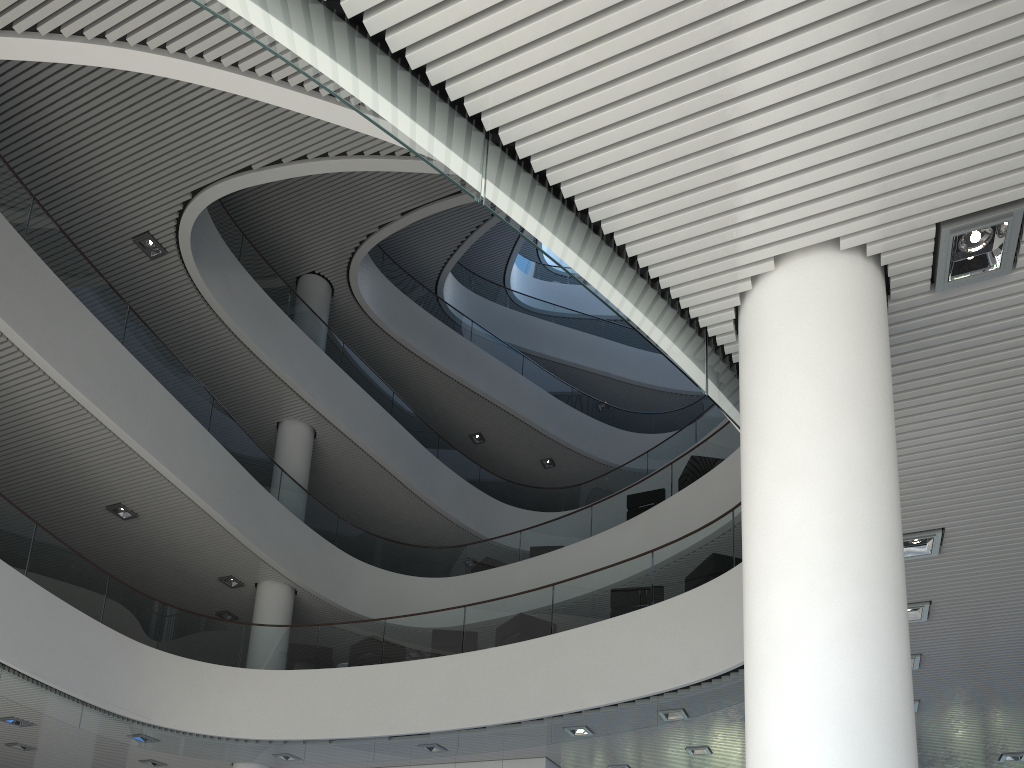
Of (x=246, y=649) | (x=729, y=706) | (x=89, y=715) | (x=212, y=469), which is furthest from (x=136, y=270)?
(x=729, y=706)
